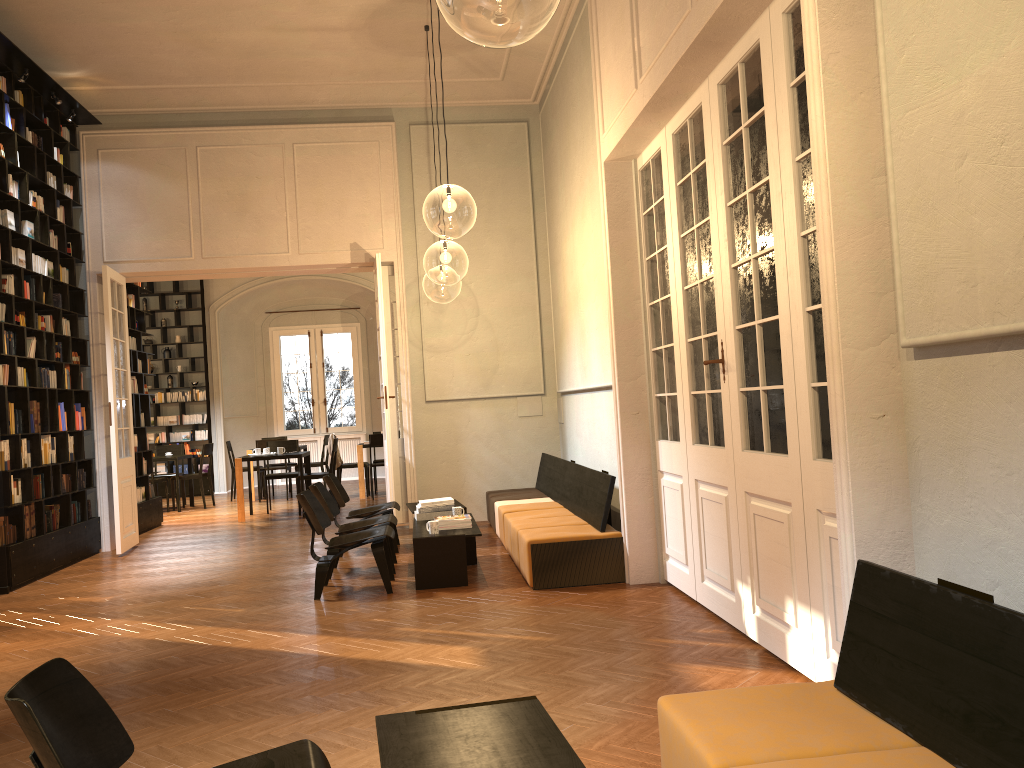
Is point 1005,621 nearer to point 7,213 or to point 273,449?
point 7,213

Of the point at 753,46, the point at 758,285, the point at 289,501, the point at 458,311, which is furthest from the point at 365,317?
the point at 753,46

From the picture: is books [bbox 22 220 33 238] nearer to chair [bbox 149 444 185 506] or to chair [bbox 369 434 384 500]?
chair [bbox 369 434 384 500]

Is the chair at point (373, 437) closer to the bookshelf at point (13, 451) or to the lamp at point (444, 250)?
the lamp at point (444, 250)

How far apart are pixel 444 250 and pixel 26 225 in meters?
4.2 m

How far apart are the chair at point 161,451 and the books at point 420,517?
9.2m

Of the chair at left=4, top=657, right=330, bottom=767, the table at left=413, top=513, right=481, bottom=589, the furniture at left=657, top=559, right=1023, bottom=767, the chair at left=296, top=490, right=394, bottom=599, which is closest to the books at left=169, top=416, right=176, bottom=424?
the table at left=413, top=513, right=481, bottom=589

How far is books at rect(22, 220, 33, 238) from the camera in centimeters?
884cm

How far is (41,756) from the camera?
1.99m

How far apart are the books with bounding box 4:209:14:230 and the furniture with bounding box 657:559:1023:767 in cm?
800
